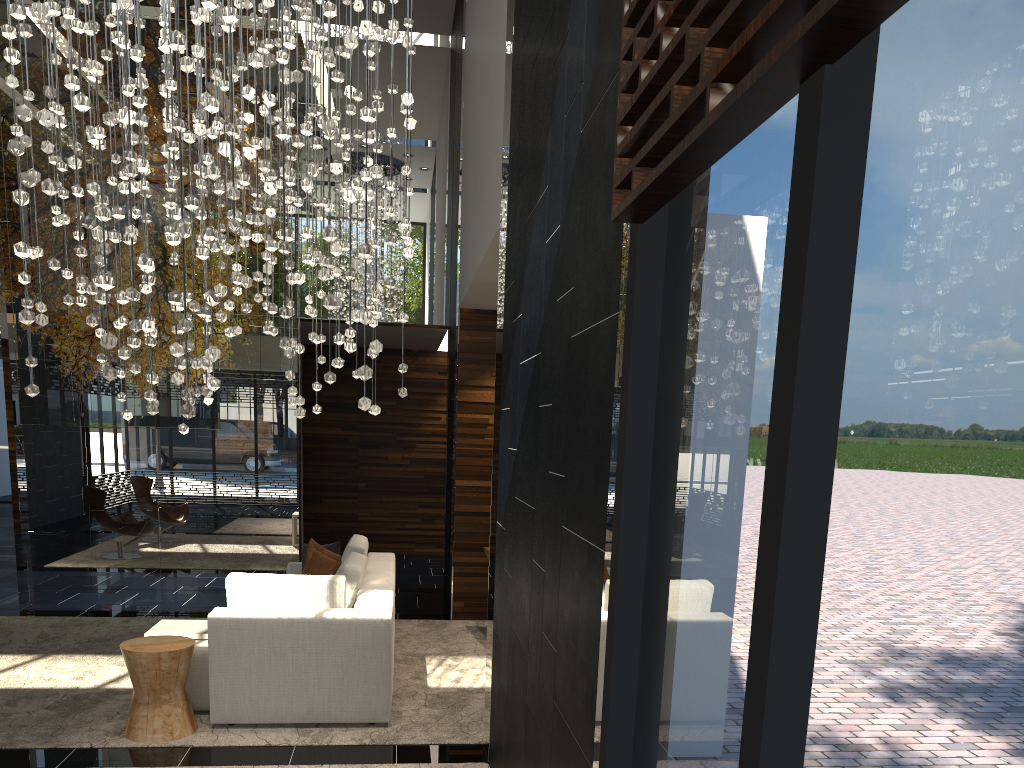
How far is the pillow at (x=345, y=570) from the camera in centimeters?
554cm

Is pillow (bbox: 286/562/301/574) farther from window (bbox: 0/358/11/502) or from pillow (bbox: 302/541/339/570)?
window (bbox: 0/358/11/502)

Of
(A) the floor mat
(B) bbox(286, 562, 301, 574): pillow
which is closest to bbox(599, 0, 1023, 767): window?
(A) the floor mat

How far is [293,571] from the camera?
7.2 meters

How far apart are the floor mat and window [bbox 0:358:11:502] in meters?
11.5

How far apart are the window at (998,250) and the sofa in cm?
328

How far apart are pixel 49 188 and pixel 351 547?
4.28m

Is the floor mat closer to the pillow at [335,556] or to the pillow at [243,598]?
the pillow at [243,598]

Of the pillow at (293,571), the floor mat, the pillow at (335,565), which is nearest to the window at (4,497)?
the floor mat

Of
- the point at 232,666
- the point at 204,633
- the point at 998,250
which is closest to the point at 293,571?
the point at 204,633
